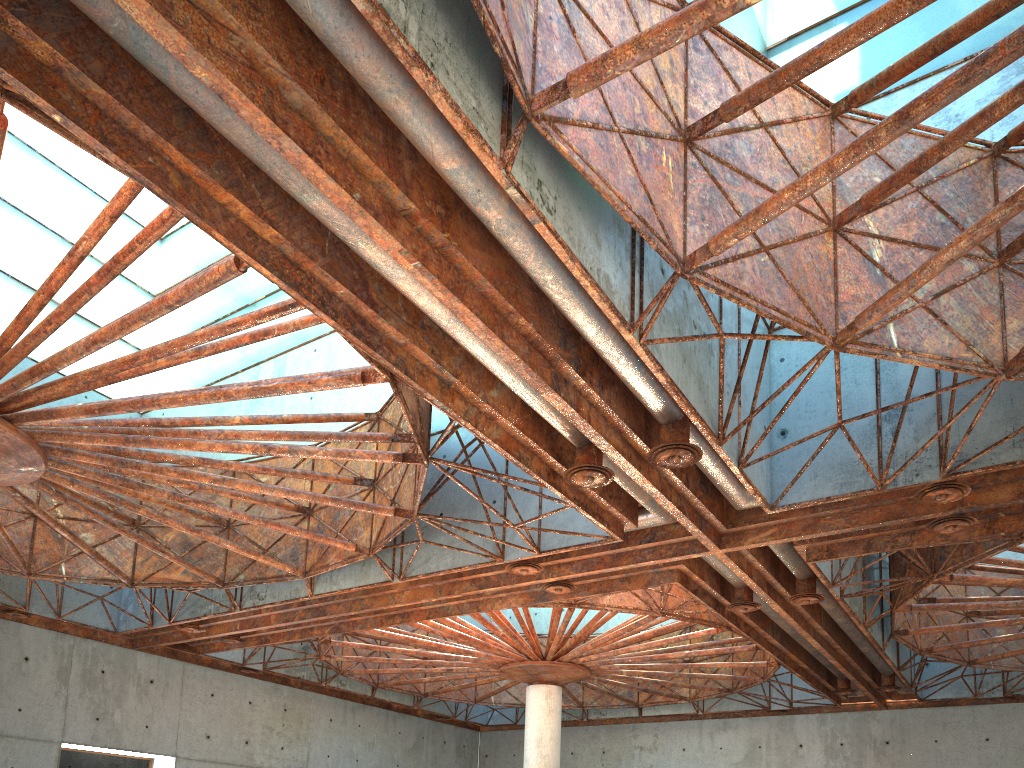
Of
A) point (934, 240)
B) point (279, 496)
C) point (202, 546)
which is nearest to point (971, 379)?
point (934, 240)
